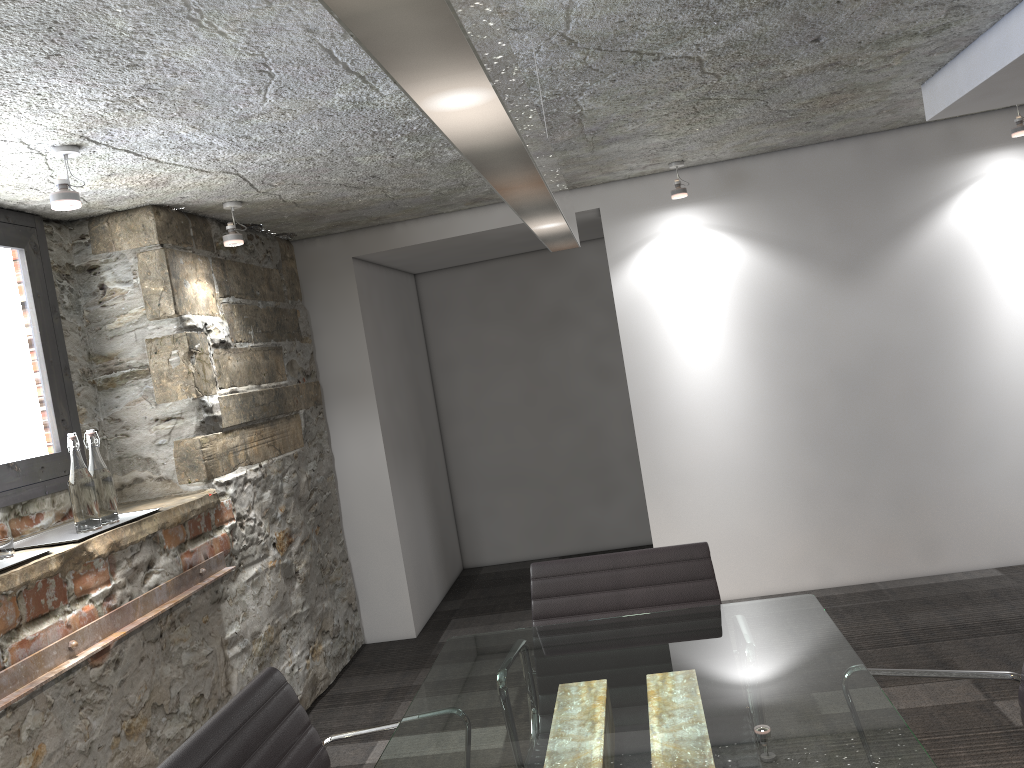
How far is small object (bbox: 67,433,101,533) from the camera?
2.64m

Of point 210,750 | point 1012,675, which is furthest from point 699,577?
point 210,750

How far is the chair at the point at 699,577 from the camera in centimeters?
226cm

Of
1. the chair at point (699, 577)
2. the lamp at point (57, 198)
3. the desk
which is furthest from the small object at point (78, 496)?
the chair at point (699, 577)

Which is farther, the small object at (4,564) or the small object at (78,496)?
the small object at (78,496)

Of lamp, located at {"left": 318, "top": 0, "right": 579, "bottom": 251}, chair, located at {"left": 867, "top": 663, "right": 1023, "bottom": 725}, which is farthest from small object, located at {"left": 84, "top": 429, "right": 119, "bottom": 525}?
chair, located at {"left": 867, "top": 663, "right": 1023, "bottom": 725}

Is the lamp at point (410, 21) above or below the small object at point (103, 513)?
above

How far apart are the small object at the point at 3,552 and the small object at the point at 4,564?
0.02m

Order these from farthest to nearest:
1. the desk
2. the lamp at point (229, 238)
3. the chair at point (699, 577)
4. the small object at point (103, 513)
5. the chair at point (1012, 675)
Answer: the lamp at point (229, 238) → the small object at point (103, 513) → the chair at point (699, 577) → the chair at point (1012, 675) → the desk

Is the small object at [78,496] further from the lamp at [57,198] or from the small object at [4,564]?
the lamp at [57,198]
